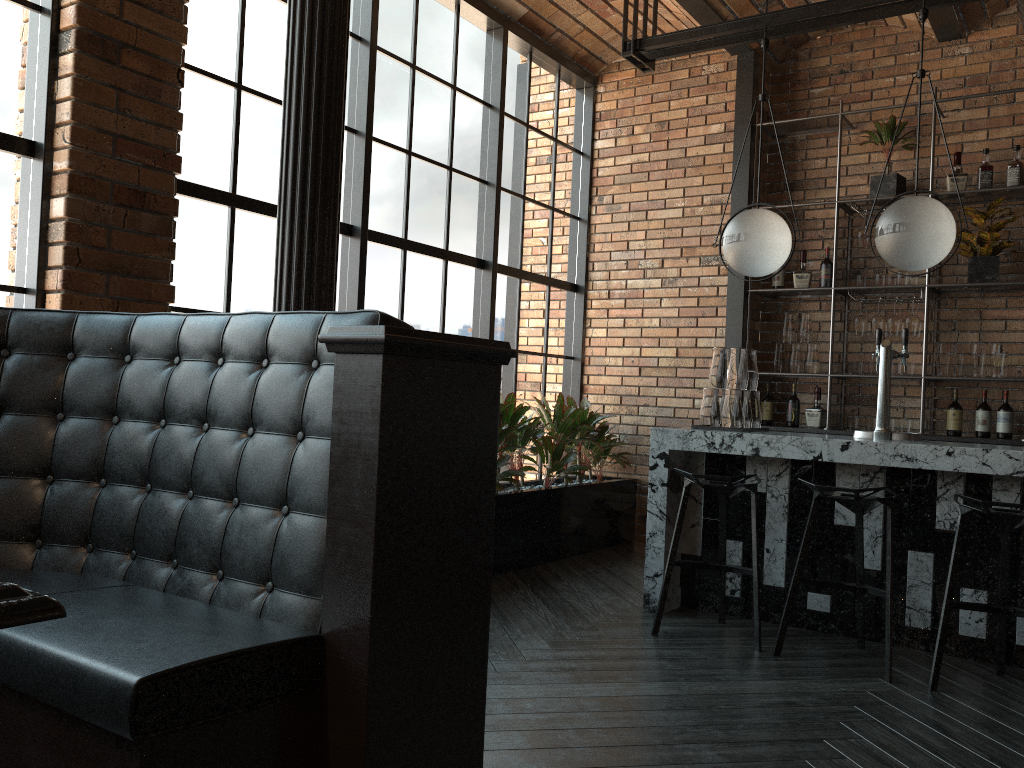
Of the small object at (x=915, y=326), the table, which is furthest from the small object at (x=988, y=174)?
the table

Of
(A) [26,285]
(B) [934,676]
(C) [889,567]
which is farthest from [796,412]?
(A) [26,285]

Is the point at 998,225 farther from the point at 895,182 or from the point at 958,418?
the point at 958,418

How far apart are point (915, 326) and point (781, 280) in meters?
1.0 m

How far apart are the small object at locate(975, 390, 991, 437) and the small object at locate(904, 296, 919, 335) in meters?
0.6 m

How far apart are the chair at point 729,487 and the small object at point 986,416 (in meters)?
2.33

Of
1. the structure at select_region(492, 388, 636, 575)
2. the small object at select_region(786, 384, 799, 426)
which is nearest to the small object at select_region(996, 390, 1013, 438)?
the small object at select_region(786, 384, 799, 426)

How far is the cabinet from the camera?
5.94m

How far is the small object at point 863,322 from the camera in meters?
5.7

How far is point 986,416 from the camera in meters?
5.4
